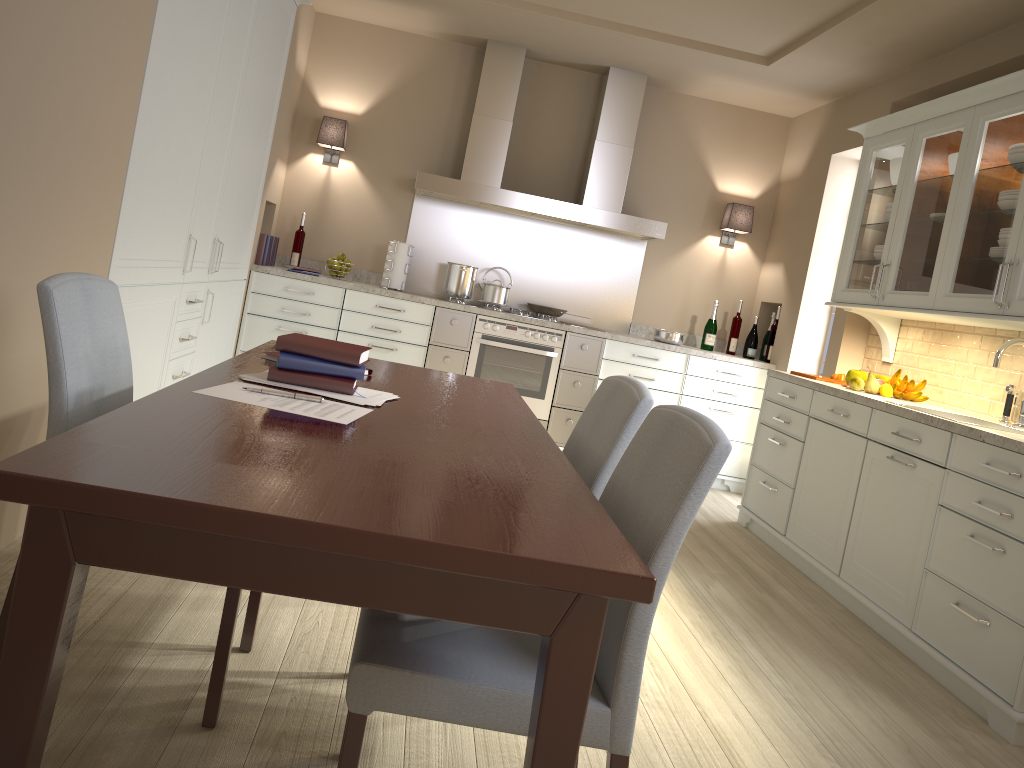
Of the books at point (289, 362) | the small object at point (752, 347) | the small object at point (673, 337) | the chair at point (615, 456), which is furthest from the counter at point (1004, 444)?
the books at point (289, 362)

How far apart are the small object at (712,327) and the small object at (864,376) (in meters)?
1.58

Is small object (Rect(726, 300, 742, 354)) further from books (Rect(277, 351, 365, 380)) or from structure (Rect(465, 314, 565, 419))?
books (Rect(277, 351, 365, 380))

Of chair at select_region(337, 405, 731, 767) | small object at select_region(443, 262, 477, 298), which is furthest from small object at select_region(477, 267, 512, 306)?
chair at select_region(337, 405, 731, 767)

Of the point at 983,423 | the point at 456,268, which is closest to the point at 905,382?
the point at 983,423

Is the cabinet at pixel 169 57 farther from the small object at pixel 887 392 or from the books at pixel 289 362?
the small object at pixel 887 392

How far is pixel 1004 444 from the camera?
2.7 meters

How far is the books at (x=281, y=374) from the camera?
1.87m

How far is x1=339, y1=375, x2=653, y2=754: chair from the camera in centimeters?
177cm

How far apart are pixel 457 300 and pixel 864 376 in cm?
236
